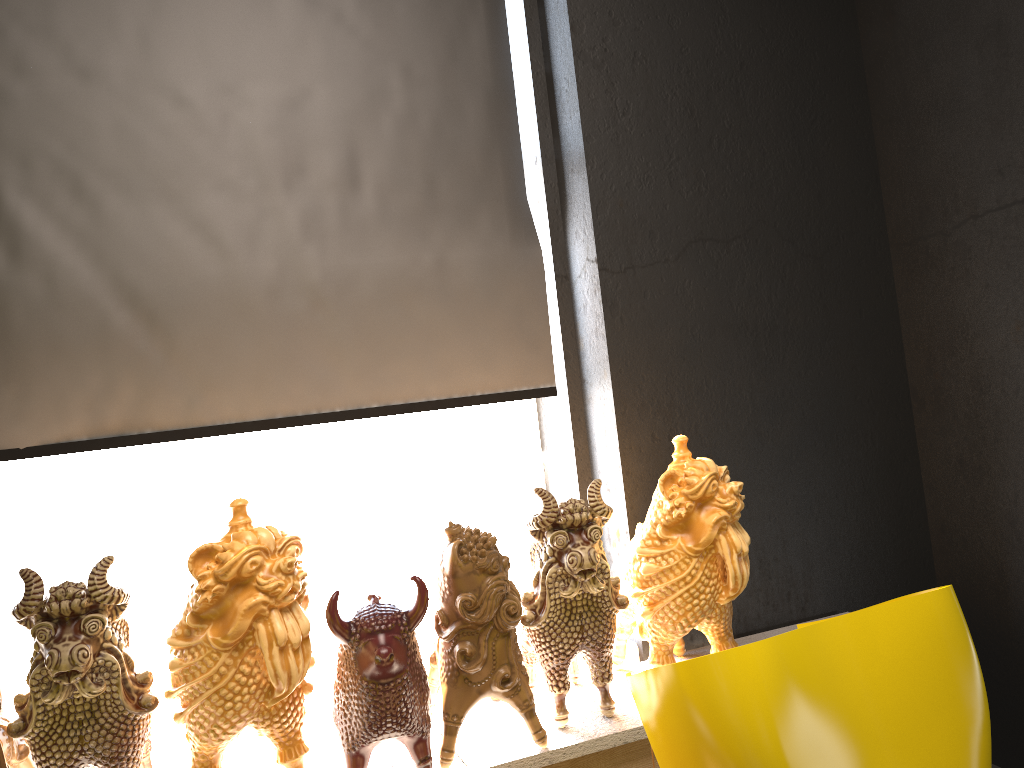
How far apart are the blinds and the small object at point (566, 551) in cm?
66

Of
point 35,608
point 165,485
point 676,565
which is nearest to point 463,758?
point 676,565

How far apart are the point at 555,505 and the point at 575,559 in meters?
0.1

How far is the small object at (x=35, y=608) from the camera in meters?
1.7 m

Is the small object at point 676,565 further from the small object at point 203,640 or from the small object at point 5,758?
the small object at point 5,758

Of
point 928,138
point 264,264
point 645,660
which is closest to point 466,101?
point 264,264

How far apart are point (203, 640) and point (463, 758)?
0.7 meters

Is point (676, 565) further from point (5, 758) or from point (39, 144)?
point (39, 144)

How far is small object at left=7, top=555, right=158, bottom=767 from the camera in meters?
Answer: 1.7 m

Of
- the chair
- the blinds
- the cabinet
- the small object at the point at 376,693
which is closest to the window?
the blinds
